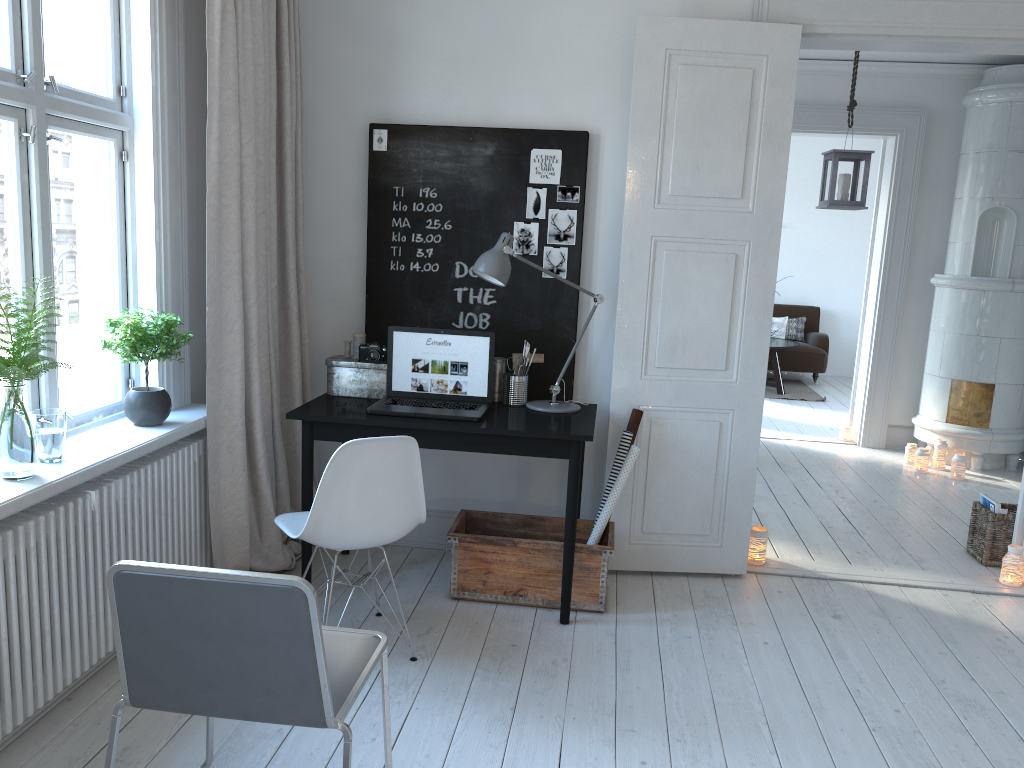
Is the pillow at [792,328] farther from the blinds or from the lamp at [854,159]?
the blinds

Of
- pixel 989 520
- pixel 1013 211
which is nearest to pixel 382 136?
pixel 989 520

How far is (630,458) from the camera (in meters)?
3.60

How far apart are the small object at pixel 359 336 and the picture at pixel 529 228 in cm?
77

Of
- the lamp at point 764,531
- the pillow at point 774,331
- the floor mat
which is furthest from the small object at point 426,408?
the pillow at point 774,331

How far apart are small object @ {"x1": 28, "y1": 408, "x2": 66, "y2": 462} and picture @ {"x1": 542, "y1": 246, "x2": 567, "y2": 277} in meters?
2.0 m

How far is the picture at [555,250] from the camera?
3.8m

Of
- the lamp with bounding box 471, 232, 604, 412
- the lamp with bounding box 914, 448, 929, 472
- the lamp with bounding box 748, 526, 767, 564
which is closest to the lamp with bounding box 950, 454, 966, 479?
the lamp with bounding box 914, 448, 929, 472

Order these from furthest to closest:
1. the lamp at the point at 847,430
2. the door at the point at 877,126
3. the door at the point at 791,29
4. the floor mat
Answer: the floor mat → the lamp at the point at 847,430 → the door at the point at 877,126 → the door at the point at 791,29

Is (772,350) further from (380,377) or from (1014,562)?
(380,377)
